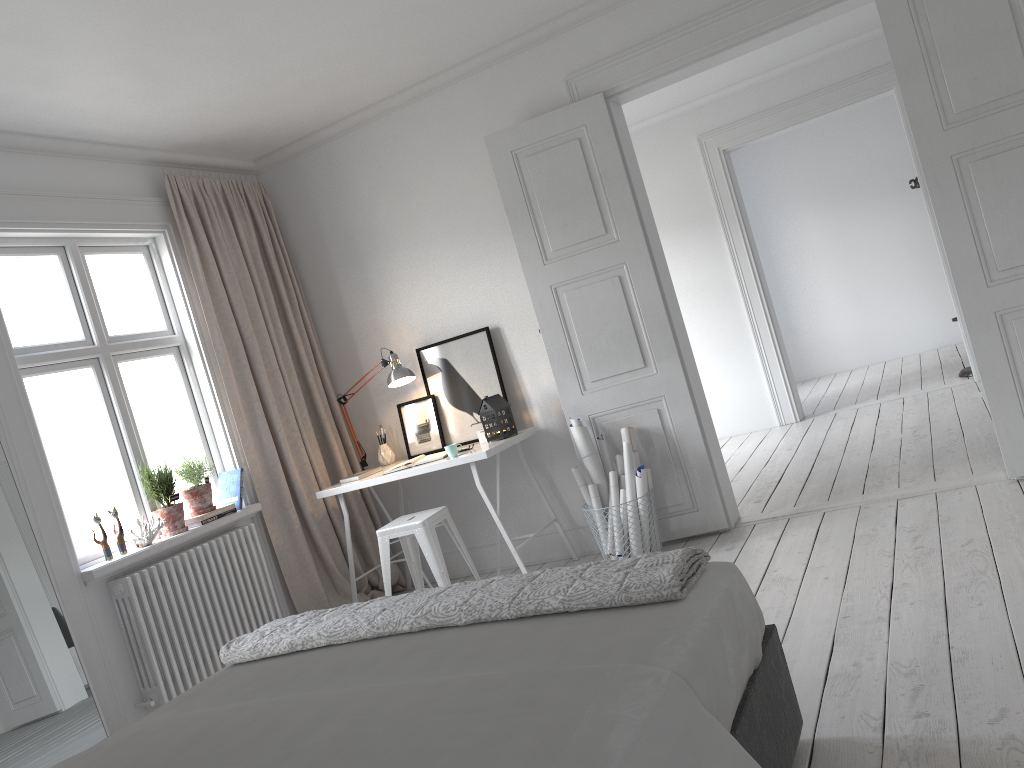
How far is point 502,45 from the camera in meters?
4.7

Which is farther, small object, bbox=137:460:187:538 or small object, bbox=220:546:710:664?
small object, bbox=137:460:187:538

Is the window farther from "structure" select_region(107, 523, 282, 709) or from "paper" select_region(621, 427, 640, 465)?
"paper" select_region(621, 427, 640, 465)

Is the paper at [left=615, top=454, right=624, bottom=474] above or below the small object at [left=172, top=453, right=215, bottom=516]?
below

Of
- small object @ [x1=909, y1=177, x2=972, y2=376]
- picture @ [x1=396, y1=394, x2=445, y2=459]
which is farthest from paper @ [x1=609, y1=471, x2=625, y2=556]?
small object @ [x1=909, y1=177, x2=972, y2=376]

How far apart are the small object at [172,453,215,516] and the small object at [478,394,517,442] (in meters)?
1.45

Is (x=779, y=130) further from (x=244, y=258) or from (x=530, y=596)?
(x=530, y=596)

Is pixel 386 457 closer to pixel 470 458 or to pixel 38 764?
pixel 470 458

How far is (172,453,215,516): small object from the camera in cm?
444

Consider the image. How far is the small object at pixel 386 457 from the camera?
5.3m
